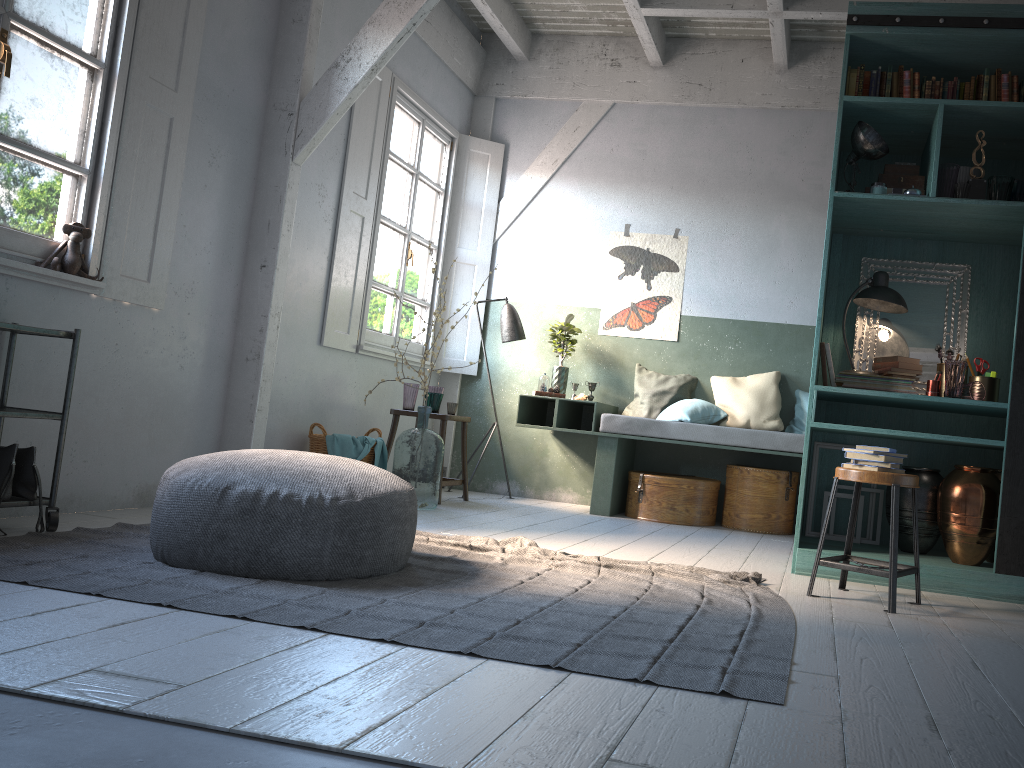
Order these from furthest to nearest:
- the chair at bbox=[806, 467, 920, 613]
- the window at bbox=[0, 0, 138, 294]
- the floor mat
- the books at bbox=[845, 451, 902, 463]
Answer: the window at bbox=[0, 0, 138, 294]
the books at bbox=[845, 451, 902, 463]
the chair at bbox=[806, 467, 920, 613]
the floor mat

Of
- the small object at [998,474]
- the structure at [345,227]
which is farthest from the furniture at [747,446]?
the small object at [998,474]

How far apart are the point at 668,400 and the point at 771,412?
0.9m

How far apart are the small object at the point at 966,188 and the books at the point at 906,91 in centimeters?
66cm

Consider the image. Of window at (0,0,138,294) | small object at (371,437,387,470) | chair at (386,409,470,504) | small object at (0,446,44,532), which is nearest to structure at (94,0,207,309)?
window at (0,0,138,294)

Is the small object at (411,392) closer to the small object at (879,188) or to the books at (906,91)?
the small object at (879,188)

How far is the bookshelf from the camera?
4.5 meters

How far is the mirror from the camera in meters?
5.3 m

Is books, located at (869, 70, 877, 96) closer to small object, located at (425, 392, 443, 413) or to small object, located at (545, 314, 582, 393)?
small object, located at (545, 314, 582, 393)

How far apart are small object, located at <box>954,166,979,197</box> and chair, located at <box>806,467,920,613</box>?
1.9 meters
